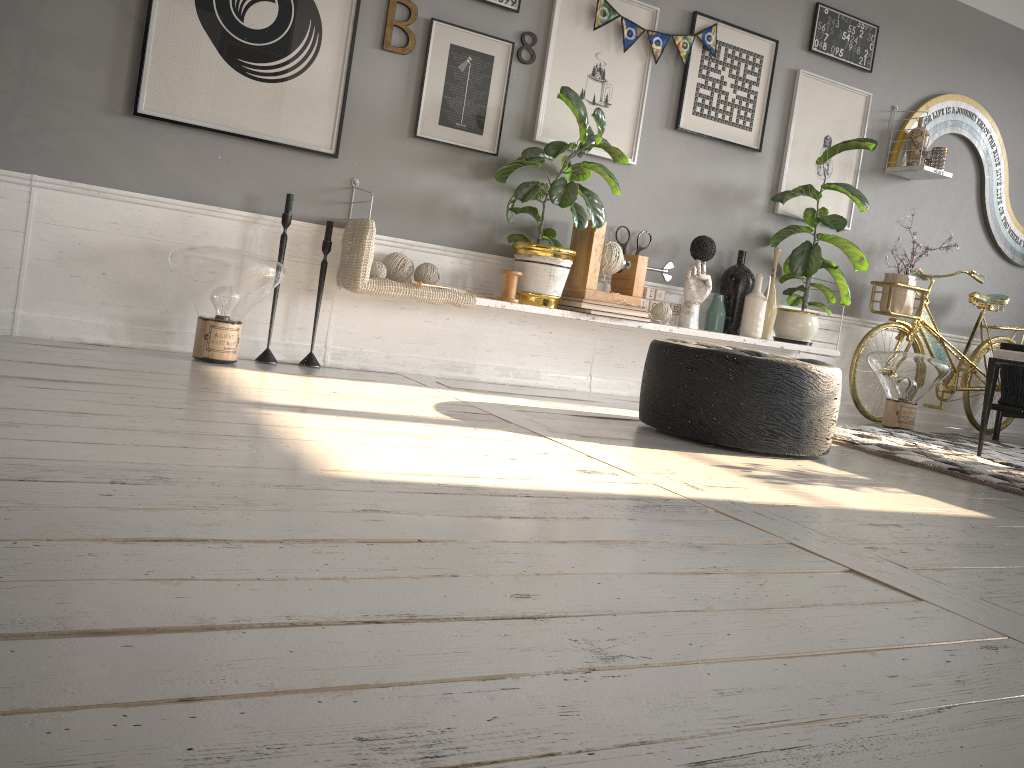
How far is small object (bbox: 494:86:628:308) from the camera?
3.8 meters

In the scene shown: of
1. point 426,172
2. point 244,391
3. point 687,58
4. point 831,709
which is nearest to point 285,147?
point 426,172

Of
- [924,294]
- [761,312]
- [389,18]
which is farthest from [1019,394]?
[389,18]

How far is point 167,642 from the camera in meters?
1.0

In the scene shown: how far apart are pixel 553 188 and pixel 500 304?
0.5m

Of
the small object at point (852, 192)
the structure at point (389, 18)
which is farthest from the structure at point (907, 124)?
the structure at point (389, 18)

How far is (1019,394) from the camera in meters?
5.1 m

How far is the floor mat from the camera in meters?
3.3 m

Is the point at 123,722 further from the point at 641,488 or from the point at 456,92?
the point at 456,92

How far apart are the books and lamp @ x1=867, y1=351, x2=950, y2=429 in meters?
1.5 m
